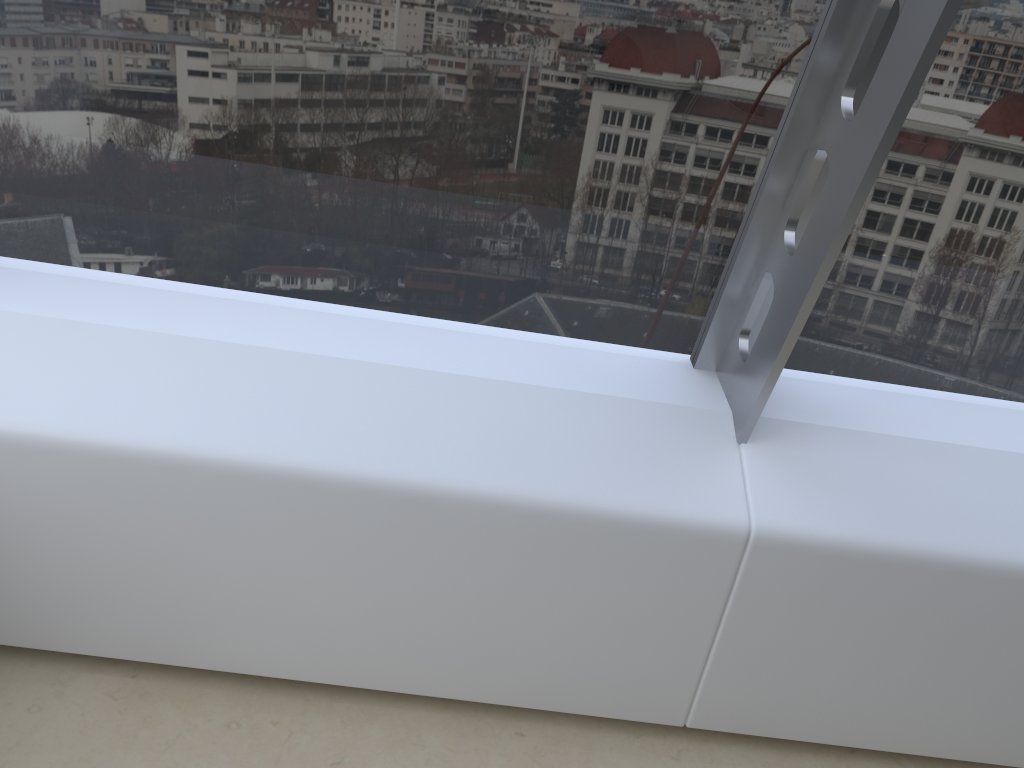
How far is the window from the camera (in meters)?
1.65

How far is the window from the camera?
1.6m

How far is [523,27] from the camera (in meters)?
1.65
